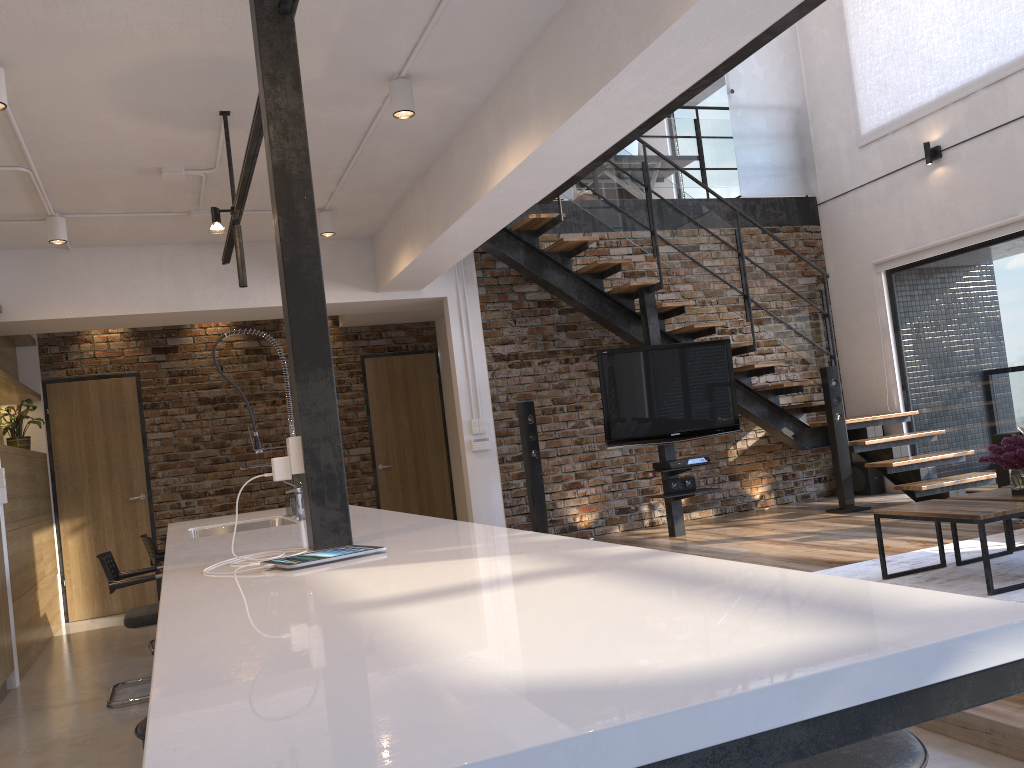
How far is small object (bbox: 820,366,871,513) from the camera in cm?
728

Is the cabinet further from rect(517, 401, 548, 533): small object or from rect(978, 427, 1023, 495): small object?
rect(978, 427, 1023, 495): small object

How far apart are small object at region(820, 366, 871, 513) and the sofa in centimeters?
158cm

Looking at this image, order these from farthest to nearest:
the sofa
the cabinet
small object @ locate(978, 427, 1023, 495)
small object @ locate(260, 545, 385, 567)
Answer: the sofa → small object @ locate(978, 427, 1023, 495) → small object @ locate(260, 545, 385, 567) → the cabinet

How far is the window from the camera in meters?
7.0 m

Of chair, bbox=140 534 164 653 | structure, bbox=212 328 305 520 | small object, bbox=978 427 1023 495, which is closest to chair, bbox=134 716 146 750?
structure, bbox=212 328 305 520

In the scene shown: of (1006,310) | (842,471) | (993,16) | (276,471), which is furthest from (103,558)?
(993,16)

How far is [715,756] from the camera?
0.70m

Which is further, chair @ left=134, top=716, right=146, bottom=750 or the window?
the window

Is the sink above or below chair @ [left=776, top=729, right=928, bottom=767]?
above
